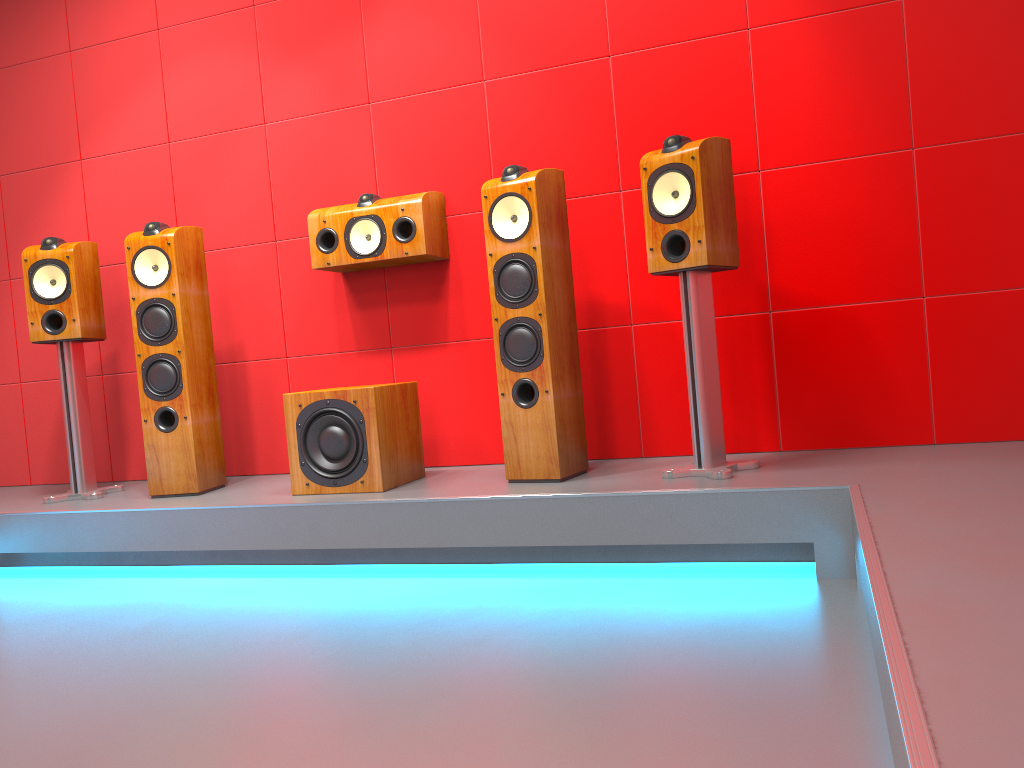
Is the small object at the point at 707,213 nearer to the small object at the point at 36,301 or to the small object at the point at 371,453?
the small object at the point at 371,453

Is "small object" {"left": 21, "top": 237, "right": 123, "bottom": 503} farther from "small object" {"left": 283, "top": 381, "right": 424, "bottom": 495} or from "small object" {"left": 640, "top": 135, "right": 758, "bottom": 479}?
"small object" {"left": 640, "top": 135, "right": 758, "bottom": 479}

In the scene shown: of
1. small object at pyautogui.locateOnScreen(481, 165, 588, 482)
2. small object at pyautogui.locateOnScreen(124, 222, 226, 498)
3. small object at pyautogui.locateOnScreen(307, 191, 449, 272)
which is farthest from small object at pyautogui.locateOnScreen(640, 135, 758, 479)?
small object at pyautogui.locateOnScreen(124, 222, 226, 498)

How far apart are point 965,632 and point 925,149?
2.2 meters

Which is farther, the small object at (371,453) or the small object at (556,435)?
the small object at (371,453)

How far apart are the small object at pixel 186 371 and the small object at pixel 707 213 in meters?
1.8 m

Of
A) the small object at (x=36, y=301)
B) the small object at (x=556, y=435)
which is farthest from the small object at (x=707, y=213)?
the small object at (x=36, y=301)

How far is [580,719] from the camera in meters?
1.6 m

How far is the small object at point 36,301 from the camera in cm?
350

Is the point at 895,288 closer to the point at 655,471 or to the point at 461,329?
the point at 655,471
